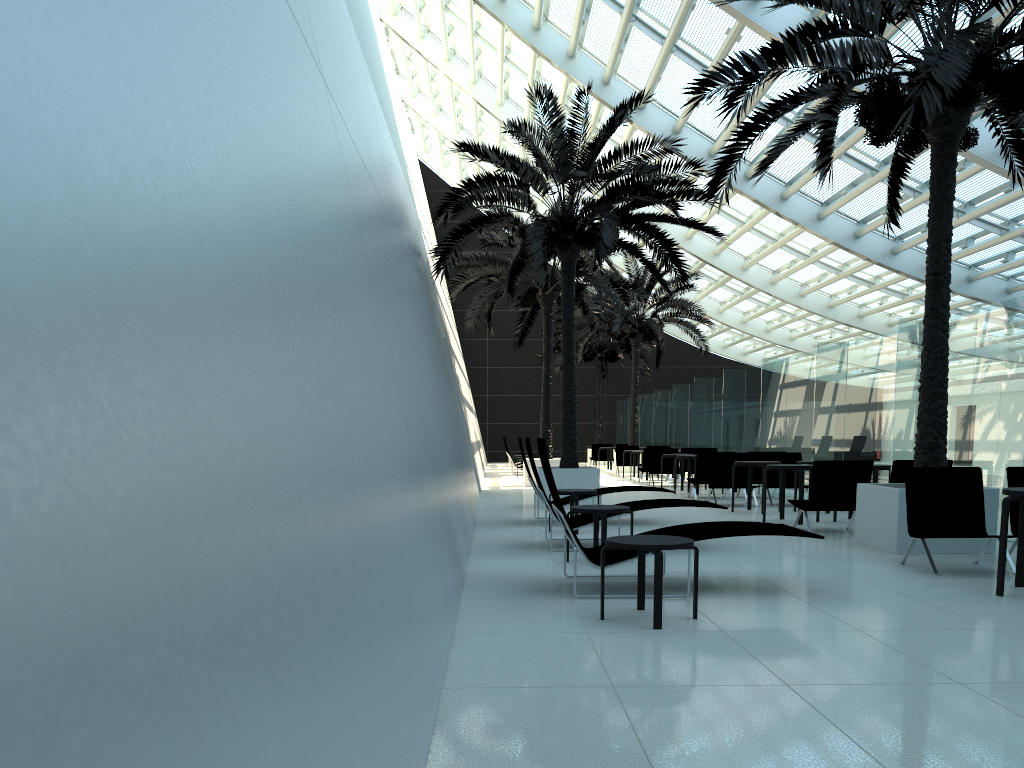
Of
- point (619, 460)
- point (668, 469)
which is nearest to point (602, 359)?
point (619, 460)

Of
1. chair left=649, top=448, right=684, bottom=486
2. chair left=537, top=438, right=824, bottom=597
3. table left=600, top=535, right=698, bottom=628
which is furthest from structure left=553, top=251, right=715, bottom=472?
table left=600, top=535, right=698, bottom=628

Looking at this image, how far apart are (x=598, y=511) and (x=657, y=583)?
2.63m

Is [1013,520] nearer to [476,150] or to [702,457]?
[702,457]

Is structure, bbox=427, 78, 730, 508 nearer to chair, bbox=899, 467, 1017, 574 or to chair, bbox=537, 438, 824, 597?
chair, bbox=899, 467, 1017, 574

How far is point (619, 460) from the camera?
26.3m

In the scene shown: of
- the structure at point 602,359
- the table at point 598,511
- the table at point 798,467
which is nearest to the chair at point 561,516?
the table at point 598,511

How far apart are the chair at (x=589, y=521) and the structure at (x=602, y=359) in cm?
2511

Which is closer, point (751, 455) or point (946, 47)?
point (946, 47)

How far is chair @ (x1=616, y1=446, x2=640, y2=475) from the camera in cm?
2628
